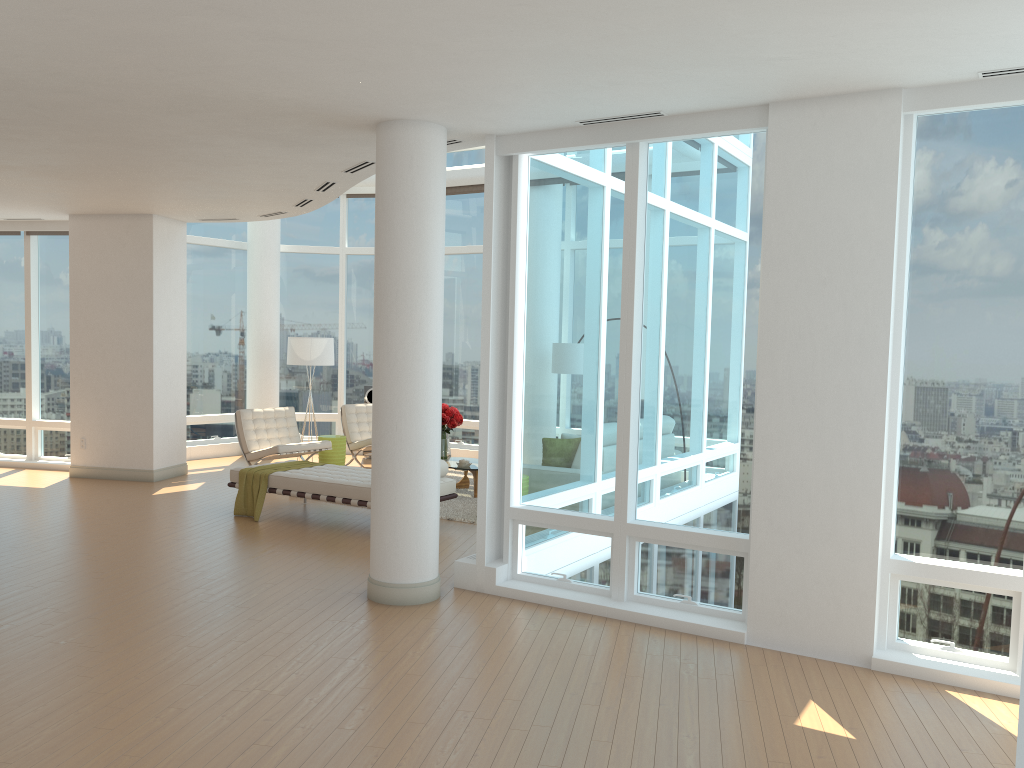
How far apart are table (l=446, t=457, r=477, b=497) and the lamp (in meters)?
2.86

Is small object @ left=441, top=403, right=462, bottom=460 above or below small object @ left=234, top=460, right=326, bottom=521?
above

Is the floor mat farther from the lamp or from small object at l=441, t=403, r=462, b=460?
the lamp

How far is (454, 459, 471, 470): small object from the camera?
10.49m

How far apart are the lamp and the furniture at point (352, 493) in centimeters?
332cm

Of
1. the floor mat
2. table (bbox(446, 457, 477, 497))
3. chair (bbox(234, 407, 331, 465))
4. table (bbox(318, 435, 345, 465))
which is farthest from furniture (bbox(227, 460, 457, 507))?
table (bbox(318, 435, 345, 465))

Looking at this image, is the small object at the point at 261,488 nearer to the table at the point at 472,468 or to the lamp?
the table at the point at 472,468

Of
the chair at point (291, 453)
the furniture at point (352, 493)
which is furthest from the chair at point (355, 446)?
the furniture at point (352, 493)

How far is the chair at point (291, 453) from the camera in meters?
11.3

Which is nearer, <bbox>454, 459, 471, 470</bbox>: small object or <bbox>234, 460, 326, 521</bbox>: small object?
<bbox>234, 460, 326, 521</bbox>: small object
